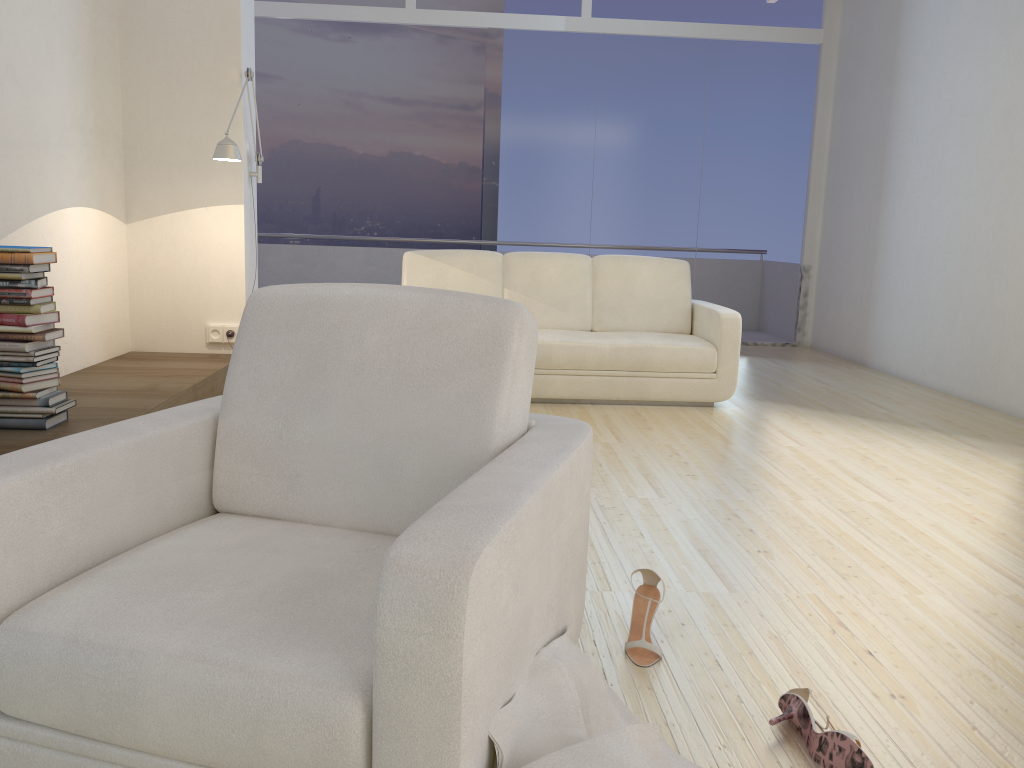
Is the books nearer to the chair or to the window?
the chair

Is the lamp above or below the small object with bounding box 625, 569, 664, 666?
above

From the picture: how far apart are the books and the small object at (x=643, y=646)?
2.4m

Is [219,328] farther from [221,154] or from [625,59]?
[625,59]

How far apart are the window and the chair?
6.27m

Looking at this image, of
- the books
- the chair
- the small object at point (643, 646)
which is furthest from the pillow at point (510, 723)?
the books

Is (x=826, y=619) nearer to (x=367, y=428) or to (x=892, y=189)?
(x=367, y=428)

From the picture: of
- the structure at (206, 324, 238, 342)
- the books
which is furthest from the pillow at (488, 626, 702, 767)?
the structure at (206, 324, 238, 342)

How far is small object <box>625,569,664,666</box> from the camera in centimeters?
208cm

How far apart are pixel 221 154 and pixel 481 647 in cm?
417
